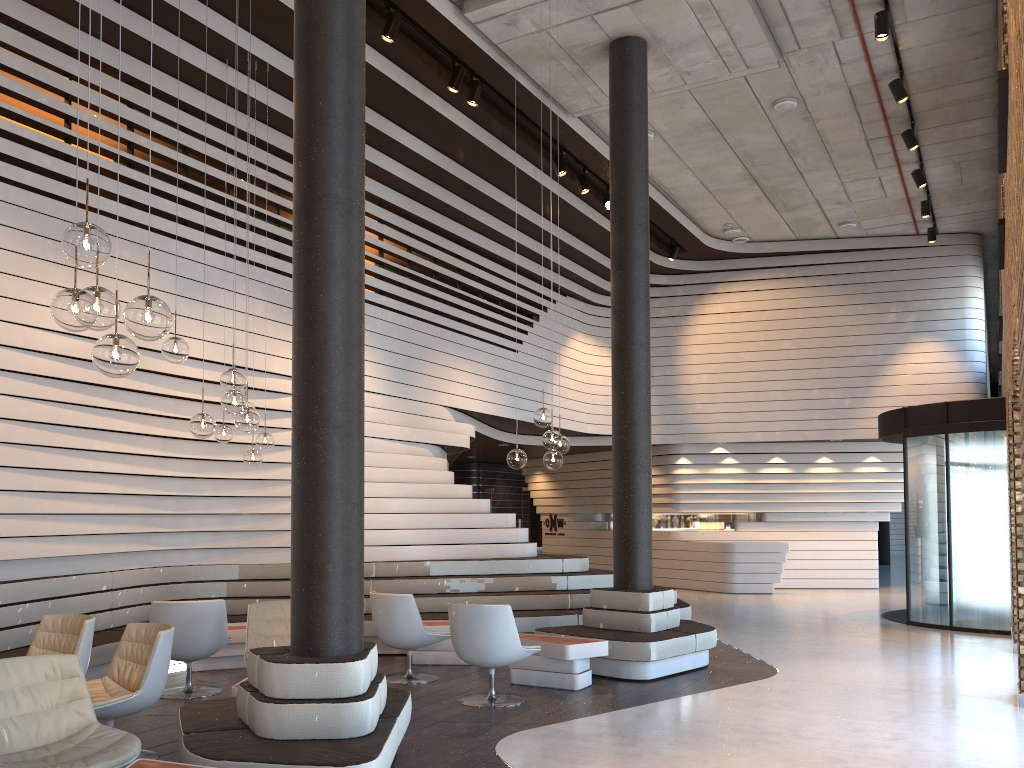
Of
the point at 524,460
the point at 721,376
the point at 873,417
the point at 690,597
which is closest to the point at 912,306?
the point at 873,417

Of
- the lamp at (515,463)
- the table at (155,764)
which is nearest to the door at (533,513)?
the lamp at (515,463)

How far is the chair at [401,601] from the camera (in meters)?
7.25

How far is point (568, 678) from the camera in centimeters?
696cm

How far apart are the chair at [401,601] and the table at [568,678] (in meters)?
0.62

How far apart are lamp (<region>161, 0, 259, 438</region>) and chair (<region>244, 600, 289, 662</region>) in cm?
150

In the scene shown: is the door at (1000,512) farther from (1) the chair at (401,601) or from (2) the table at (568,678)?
(1) the chair at (401,601)

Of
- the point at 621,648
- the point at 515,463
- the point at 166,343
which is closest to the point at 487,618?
the point at 515,463

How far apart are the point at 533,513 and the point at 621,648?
13.3m

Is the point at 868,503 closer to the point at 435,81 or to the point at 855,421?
the point at 855,421
